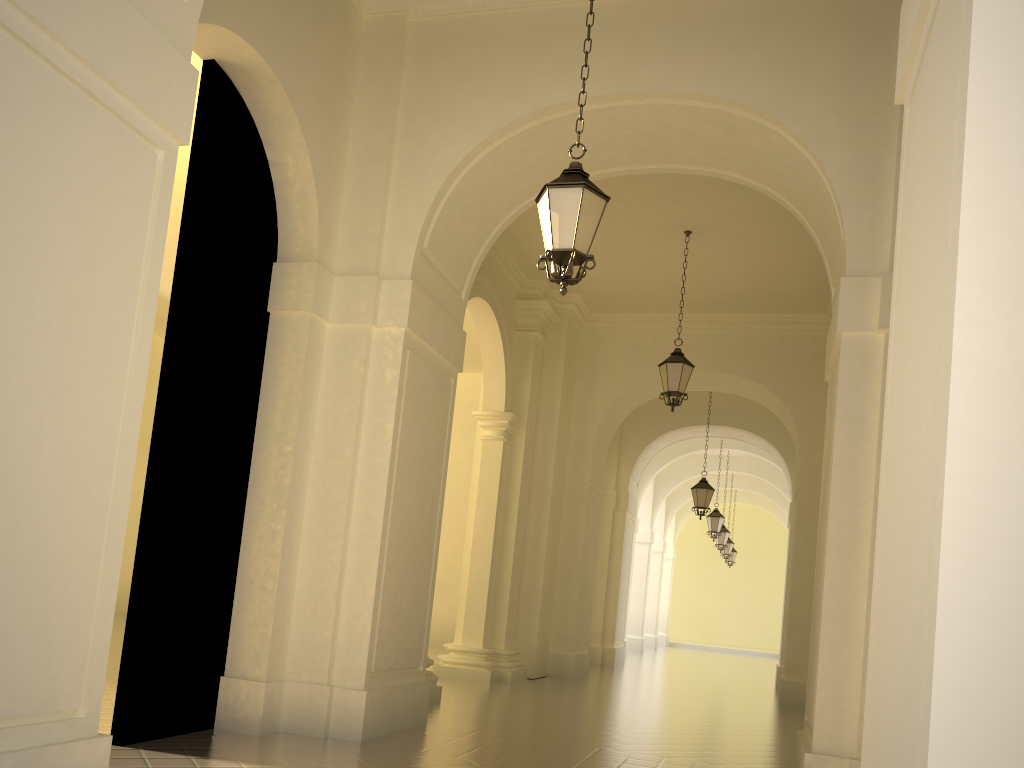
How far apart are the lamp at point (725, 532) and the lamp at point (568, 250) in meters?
21.5

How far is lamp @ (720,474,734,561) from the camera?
29.6 meters

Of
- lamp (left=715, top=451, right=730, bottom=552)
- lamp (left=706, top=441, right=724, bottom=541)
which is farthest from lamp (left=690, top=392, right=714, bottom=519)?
lamp (left=715, top=451, right=730, bottom=552)

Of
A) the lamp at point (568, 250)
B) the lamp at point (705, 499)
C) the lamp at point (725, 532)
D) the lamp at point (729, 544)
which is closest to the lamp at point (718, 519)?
the lamp at point (725, 532)

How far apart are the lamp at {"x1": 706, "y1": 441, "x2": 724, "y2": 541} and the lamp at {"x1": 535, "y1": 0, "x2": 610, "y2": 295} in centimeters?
1761cm

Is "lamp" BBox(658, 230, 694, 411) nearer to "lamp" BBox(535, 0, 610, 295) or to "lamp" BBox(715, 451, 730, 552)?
"lamp" BBox(535, 0, 610, 295)

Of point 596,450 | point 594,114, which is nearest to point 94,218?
point 594,114

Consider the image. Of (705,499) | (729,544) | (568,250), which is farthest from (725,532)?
(568,250)

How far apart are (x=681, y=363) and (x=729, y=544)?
19.2m

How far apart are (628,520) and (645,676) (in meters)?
3.96
